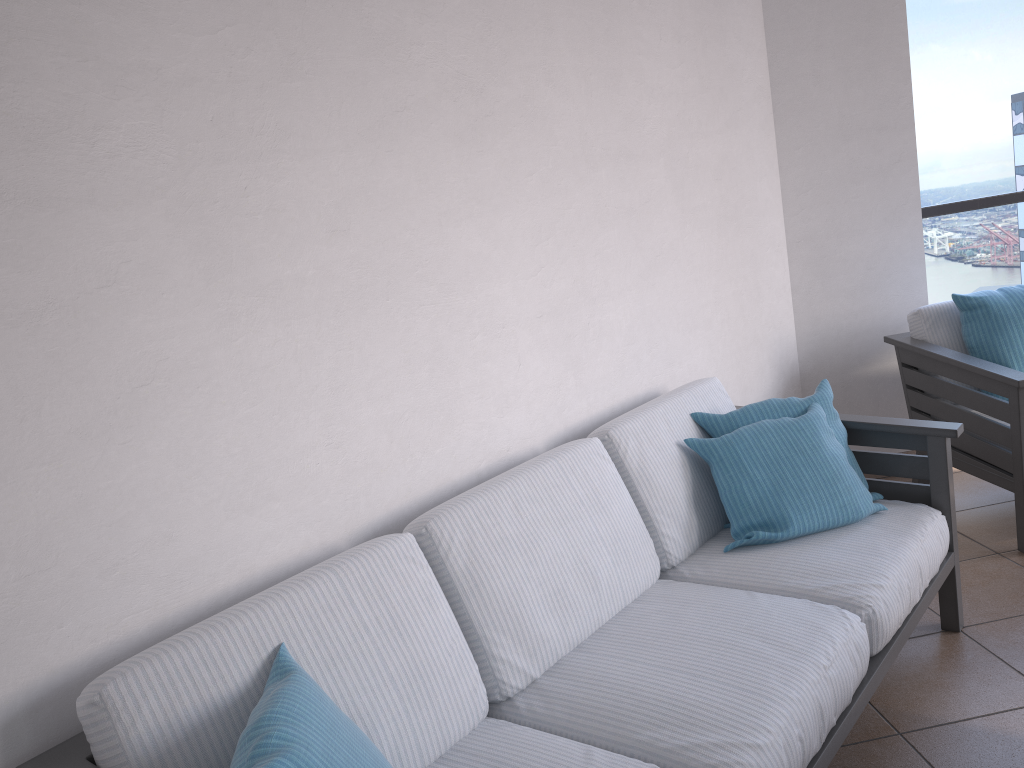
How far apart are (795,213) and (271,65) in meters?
2.5 m

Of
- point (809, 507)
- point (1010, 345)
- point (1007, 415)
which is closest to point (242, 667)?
point (809, 507)

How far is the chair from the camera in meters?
2.9 m

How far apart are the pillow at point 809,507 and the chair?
0.70m

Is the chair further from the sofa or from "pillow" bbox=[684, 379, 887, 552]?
"pillow" bbox=[684, 379, 887, 552]

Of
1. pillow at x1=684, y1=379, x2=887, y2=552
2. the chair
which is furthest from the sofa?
the chair

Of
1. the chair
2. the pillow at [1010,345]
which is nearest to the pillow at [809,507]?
the chair

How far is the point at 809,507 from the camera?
2.3 meters

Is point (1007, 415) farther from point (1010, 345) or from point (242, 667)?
point (242, 667)

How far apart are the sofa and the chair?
0.5 meters
